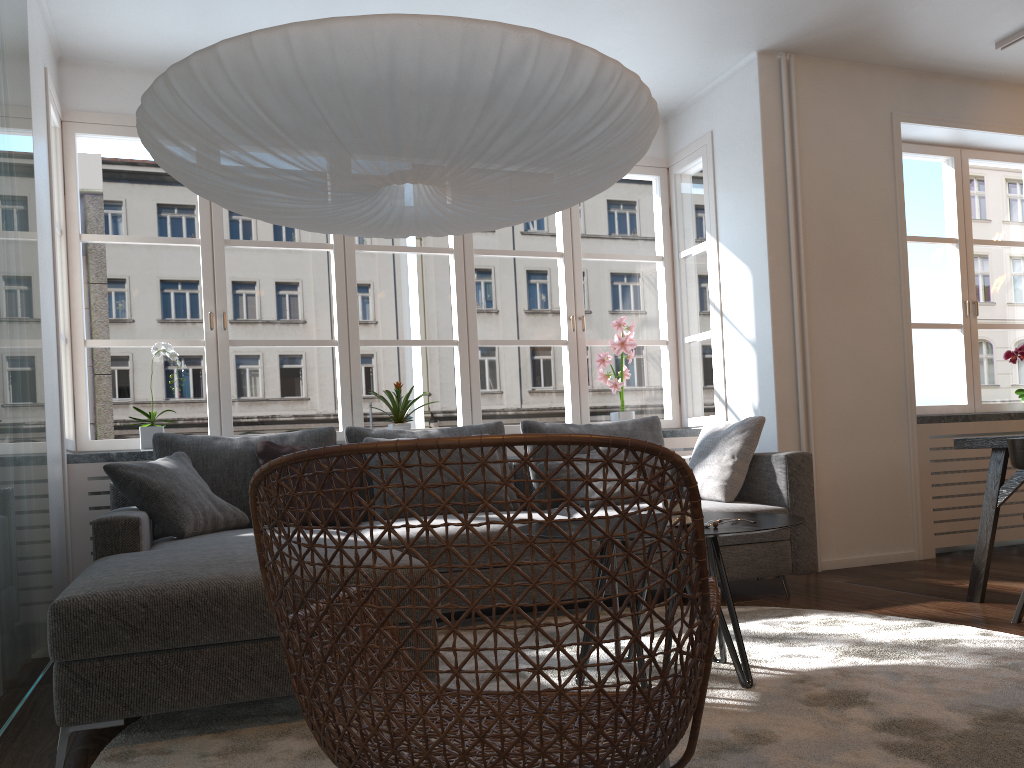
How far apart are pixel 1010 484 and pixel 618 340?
2.2 meters

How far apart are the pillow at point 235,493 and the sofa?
0.17m

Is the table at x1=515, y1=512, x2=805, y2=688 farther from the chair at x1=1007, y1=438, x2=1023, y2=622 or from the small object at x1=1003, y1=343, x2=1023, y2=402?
the small object at x1=1003, y1=343, x2=1023, y2=402

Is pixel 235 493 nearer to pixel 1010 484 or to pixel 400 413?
pixel 400 413

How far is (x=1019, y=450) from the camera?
3.1m

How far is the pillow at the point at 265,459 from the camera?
4.0m

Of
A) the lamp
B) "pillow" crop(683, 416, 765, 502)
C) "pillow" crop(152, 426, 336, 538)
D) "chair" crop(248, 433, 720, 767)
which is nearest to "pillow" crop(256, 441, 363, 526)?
"pillow" crop(152, 426, 336, 538)

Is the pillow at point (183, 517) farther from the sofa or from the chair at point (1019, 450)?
the chair at point (1019, 450)

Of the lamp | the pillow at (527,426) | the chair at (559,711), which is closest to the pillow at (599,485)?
the pillow at (527,426)

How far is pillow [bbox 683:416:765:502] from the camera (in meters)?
4.14
